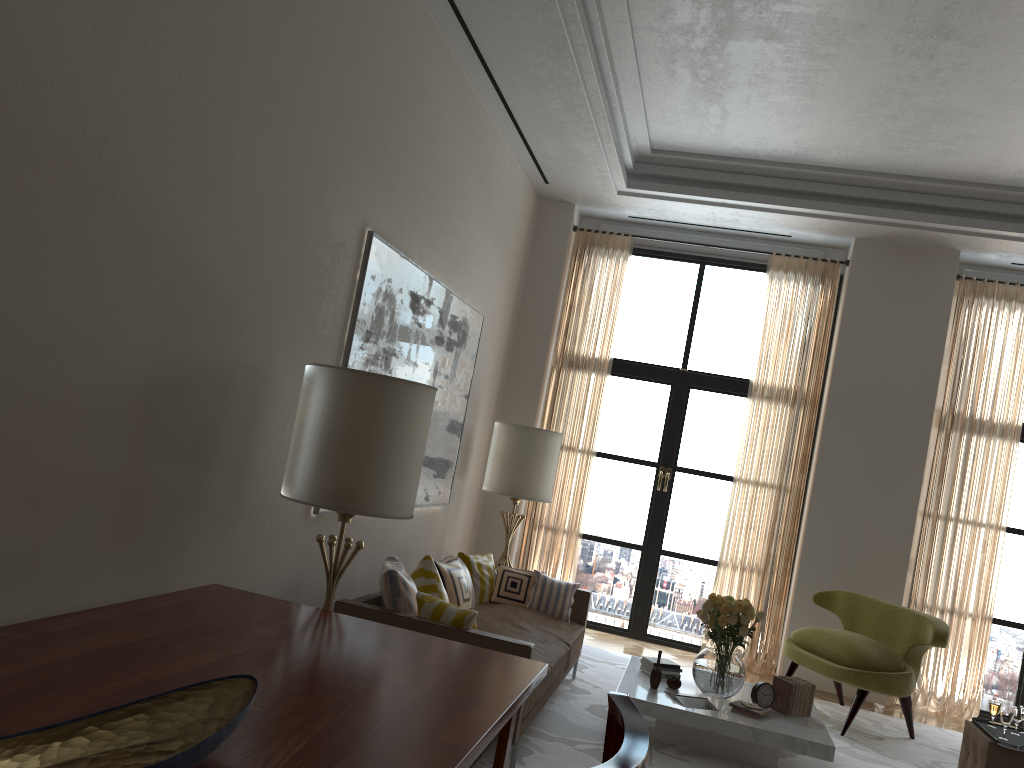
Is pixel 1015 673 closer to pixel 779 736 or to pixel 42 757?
pixel 779 736

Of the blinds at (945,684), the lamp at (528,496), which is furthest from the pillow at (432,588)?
the blinds at (945,684)

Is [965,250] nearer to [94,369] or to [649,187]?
[649,187]

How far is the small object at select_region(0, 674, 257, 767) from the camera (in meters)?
2.16

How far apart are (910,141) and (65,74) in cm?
748

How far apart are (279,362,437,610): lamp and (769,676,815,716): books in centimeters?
367cm

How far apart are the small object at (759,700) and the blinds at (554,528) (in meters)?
3.80

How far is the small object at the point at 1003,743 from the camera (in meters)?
6.00

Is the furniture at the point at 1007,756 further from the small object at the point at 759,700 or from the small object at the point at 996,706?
the small object at the point at 759,700

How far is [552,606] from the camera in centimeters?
792cm
